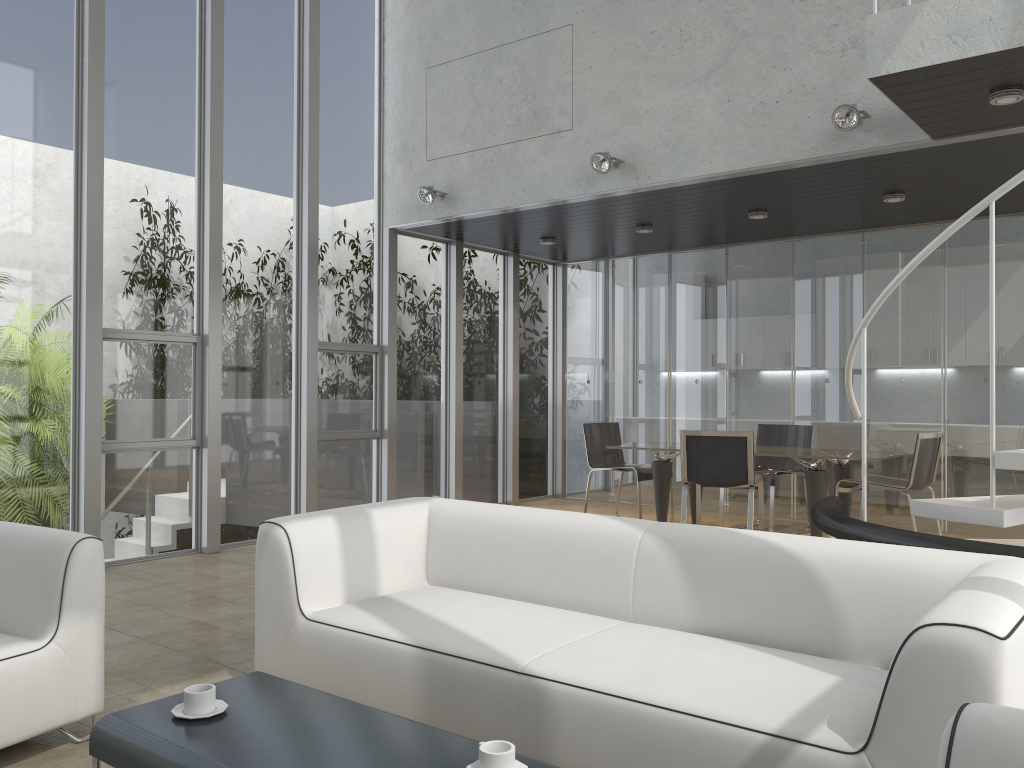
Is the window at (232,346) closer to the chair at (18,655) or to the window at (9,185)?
the window at (9,185)

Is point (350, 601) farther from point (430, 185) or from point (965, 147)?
point (430, 185)

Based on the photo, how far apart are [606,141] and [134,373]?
3.8m

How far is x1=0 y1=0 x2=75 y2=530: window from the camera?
5.58m

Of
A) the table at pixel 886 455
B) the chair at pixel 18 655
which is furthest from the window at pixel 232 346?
the chair at pixel 18 655

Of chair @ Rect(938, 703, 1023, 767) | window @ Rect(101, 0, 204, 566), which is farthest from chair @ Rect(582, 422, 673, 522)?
chair @ Rect(938, 703, 1023, 767)

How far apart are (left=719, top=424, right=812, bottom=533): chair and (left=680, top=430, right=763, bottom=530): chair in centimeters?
34cm

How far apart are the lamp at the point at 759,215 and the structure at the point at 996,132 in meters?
1.3 m

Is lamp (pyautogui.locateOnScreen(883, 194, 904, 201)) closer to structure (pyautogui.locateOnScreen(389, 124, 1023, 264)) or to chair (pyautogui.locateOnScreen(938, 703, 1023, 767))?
structure (pyautogui.locateOnScreen(389, 124, 1023, 264))

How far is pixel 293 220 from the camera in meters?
7.3 m
